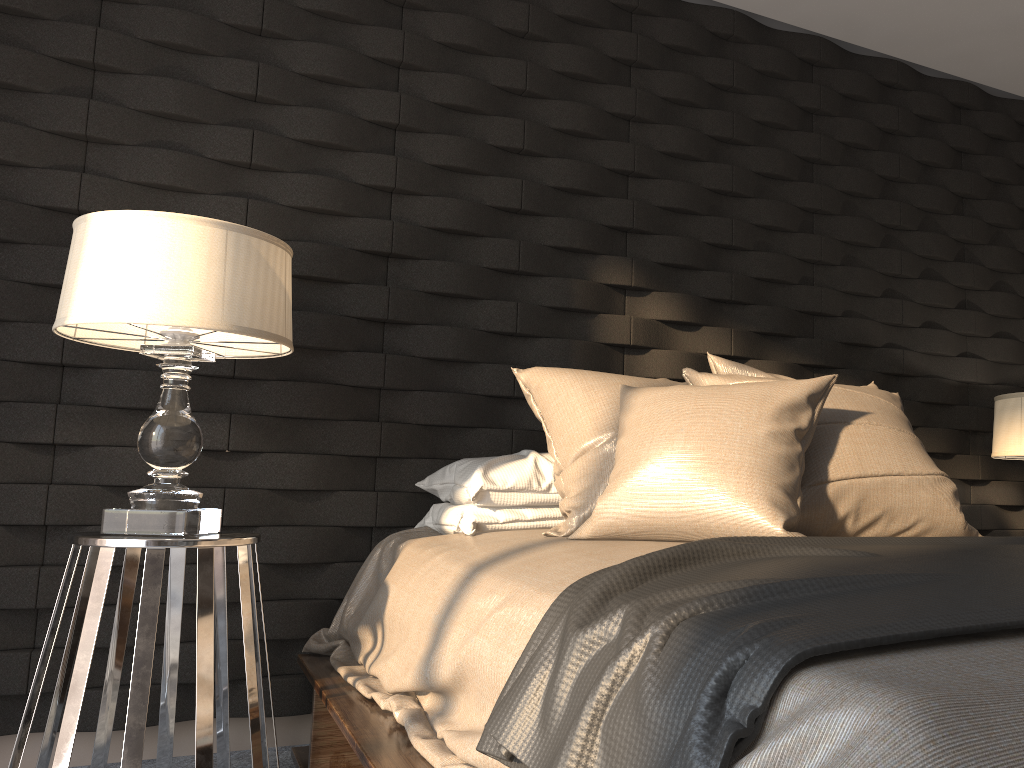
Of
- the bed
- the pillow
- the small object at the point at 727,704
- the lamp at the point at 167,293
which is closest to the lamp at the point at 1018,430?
the pillow

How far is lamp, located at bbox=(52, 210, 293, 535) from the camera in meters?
1.8 m

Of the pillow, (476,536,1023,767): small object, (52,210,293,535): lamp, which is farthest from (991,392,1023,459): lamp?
(52,210,293,535): lamp

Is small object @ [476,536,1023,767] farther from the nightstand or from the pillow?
the nightstand

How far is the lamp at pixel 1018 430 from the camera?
3.0 meters

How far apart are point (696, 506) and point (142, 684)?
1.11m

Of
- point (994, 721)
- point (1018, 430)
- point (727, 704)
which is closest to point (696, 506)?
point (727, 704)

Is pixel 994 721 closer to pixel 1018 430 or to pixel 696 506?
pixel 696 506

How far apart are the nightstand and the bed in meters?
0.1 m

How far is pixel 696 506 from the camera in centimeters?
172cm
